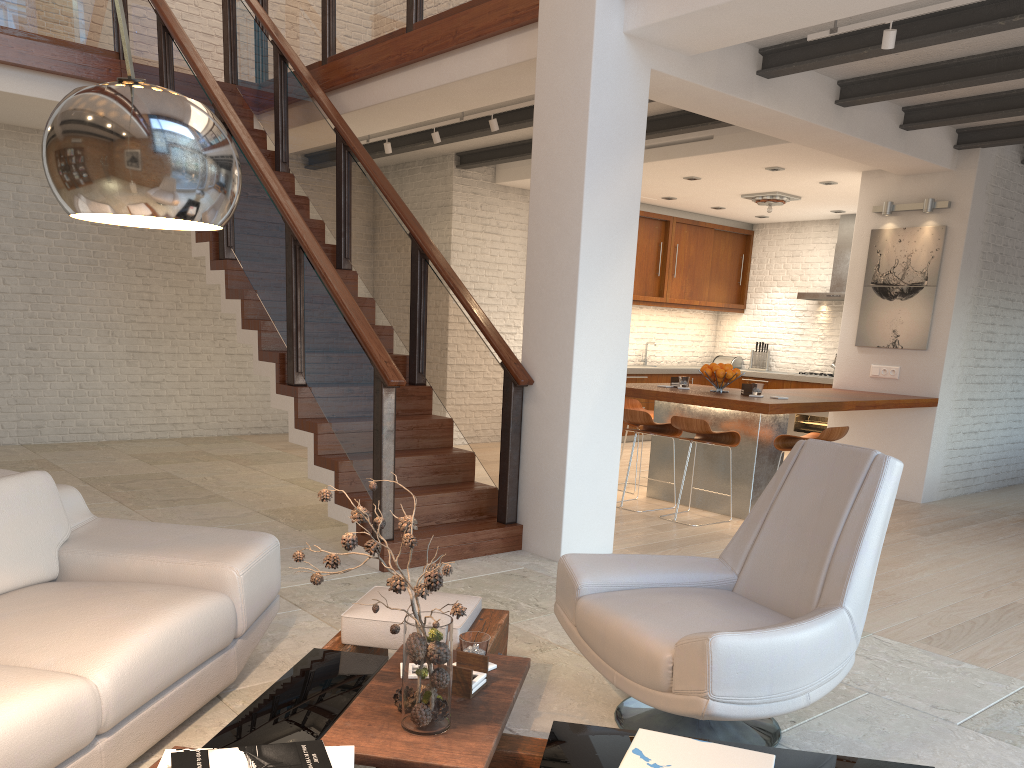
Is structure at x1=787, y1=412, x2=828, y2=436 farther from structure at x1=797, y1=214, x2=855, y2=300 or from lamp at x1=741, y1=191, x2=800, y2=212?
lamp at x1=741, y1=191, x2=800, y2=212

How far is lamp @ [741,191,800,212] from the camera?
9.6m

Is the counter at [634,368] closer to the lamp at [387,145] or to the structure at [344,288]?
the lamp at [387,145]

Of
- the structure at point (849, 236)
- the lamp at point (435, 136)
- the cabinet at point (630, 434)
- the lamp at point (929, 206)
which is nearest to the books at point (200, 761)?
the lamp at point (435, 136)

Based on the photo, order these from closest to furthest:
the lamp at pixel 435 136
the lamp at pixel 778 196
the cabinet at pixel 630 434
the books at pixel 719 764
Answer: the books at pixel 719 764 → the lamp at pixel 435 136 → the lamp at pixel 778 196 → the cabinet at pixel 630 434

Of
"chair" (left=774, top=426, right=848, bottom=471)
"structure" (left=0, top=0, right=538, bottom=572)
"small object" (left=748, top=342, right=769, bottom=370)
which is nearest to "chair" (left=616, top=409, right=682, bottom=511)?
"chair" (left=774, top=426, right=848, bottom=471)

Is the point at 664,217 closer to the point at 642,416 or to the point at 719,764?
the point at 642,416

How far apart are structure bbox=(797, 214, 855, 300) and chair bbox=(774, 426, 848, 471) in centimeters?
482cm

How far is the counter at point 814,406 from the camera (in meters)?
6.30

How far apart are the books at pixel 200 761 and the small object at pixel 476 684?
0.5 meters
